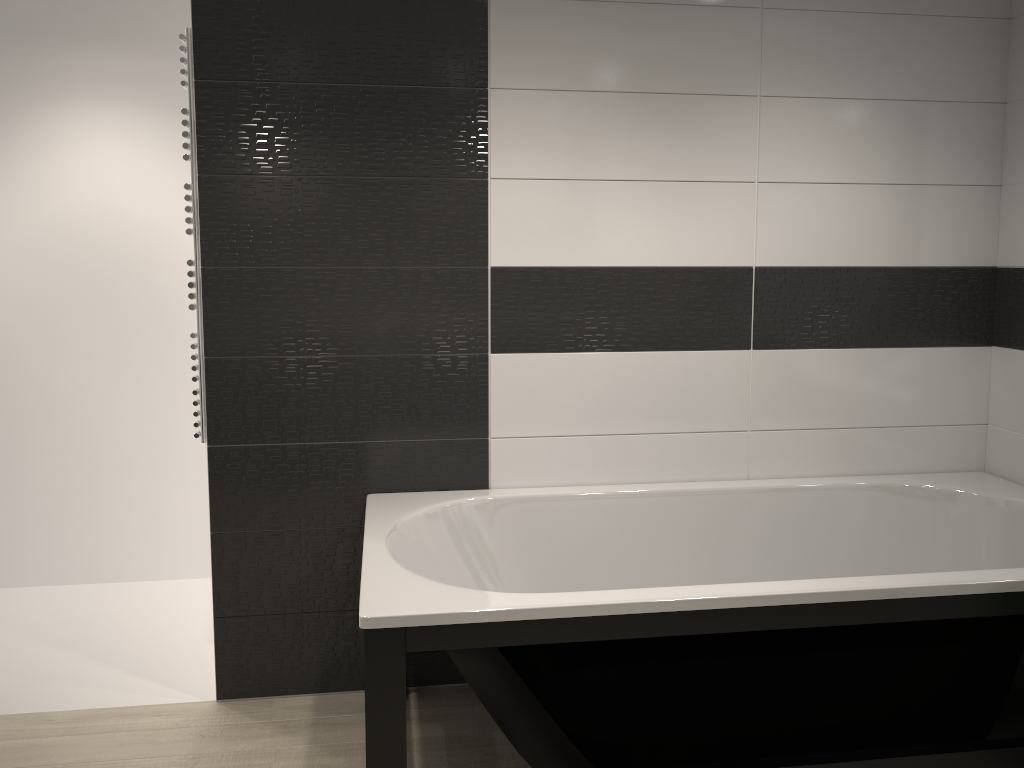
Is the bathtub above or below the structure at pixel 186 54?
below

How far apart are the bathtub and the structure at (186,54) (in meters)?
0.57

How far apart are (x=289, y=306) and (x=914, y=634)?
2.0m

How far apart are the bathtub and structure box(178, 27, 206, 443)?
0.6m

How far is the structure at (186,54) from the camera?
2.7m

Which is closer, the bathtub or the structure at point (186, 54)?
the bathtub

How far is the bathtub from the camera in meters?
2.0

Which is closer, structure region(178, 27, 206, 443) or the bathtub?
the bathtub

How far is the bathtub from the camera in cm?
200
